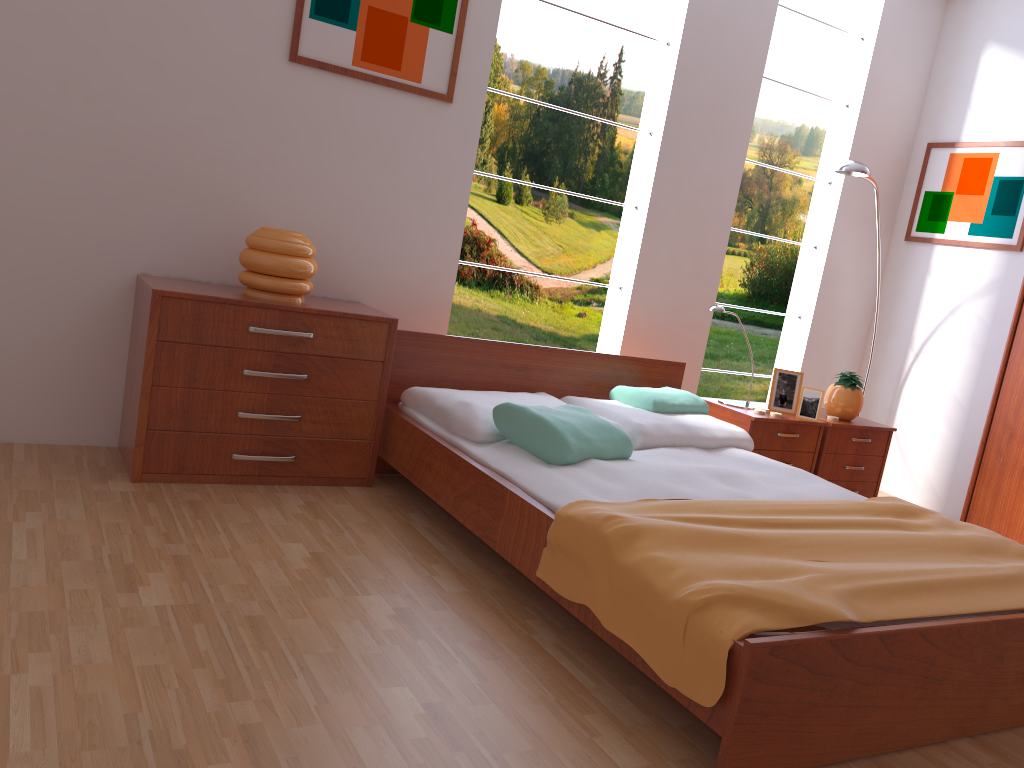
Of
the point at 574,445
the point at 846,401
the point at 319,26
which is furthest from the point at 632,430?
the point at 319,26

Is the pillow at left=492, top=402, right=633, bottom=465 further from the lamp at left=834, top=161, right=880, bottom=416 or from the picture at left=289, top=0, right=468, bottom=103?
the lamp at left=834, top=161, right=880, bottom=416

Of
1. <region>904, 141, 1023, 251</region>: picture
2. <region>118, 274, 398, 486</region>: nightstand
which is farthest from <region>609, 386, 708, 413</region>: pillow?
<region>904, 141, 1023, 251</region>: picture

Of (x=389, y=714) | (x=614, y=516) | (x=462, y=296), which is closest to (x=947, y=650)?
(x=614, y=516)

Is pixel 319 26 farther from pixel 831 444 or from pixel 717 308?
pixel 831 444

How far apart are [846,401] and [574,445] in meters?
1.8

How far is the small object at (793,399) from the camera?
3.9m

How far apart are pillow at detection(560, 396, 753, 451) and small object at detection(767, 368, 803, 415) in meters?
0.5

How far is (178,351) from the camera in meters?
2.8 m

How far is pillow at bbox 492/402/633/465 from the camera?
2.70m
